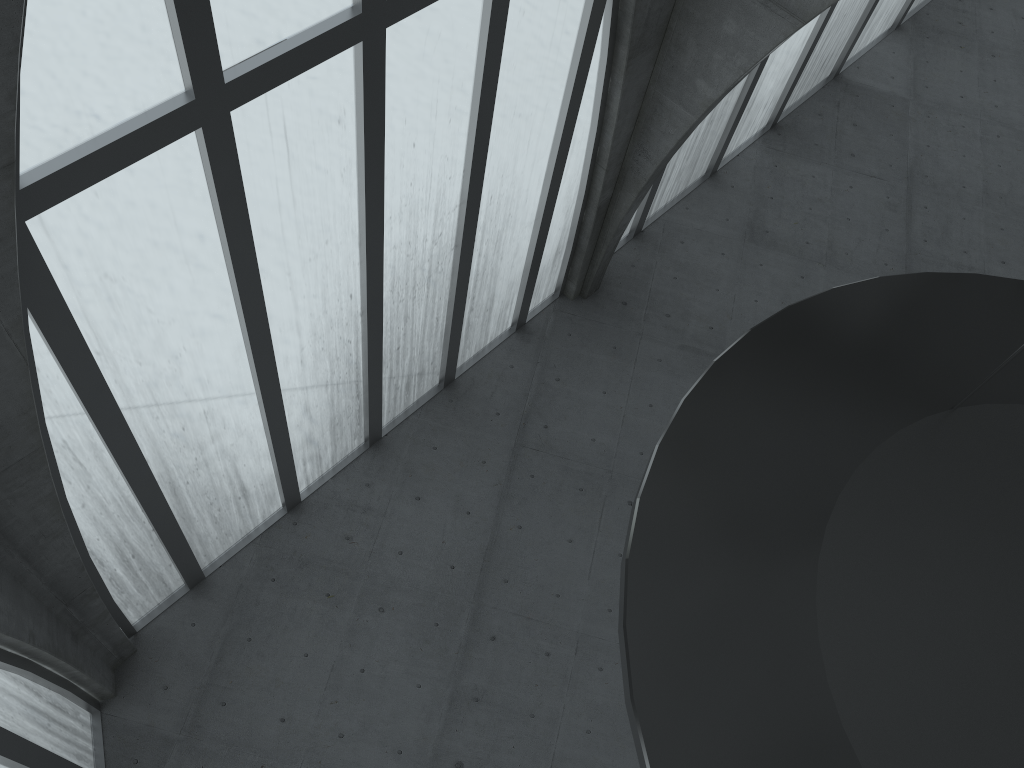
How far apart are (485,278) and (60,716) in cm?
1487

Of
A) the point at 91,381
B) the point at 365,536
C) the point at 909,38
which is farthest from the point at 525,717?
the point at 909,38
